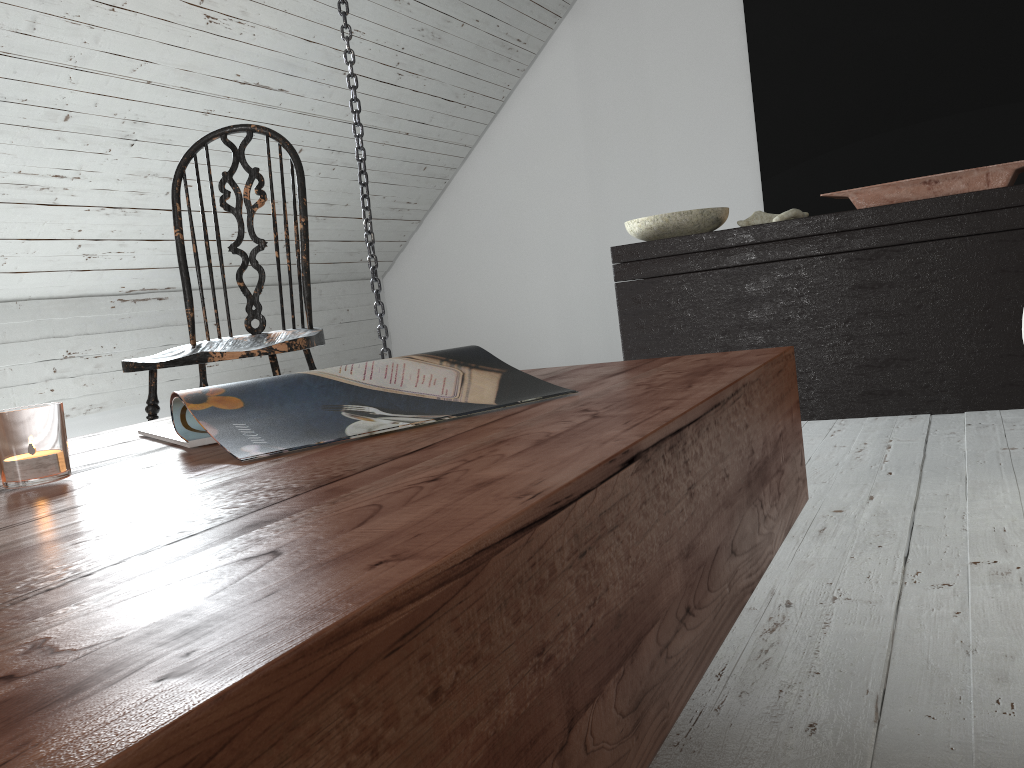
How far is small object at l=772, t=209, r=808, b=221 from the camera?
2.65m

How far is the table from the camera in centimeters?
25cm

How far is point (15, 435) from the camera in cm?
63

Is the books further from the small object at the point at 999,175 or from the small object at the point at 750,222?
the small object at the point at 750,222

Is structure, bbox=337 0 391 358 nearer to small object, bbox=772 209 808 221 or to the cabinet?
the cabinet

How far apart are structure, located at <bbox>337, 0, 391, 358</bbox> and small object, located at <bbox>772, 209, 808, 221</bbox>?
1.2m

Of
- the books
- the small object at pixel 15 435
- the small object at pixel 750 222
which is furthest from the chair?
→ the small object at pixel 750 222

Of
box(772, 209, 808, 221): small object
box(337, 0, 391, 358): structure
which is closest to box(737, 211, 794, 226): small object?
box(772, 209, 808, 221): small object

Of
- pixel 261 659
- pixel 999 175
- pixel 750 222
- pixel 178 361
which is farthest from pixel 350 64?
pixel 261 659

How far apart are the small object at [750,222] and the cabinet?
0.13m
